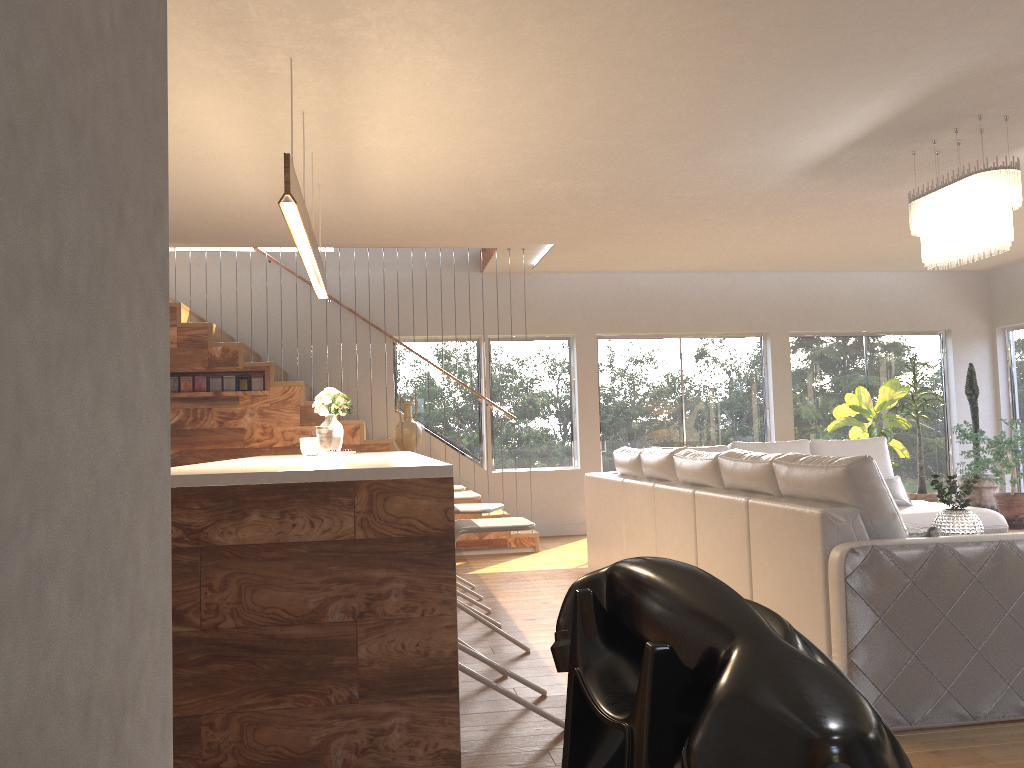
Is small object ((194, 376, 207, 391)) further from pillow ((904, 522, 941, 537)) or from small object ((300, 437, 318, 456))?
pillow ((904, 522, 941, 537))

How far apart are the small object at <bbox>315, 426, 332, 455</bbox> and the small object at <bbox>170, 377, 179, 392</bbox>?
2.7m

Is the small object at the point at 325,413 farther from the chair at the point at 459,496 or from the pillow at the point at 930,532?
the pillow at the point at 930,532

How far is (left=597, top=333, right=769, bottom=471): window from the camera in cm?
969

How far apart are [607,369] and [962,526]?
4.9m

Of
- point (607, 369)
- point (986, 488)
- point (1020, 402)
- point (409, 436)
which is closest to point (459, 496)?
point (409, 436)

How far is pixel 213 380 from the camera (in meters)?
7.78

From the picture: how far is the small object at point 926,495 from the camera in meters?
9.2 m

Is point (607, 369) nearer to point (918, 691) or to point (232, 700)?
point (918, 691)

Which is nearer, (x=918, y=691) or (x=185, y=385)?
(x=918, y=691)
